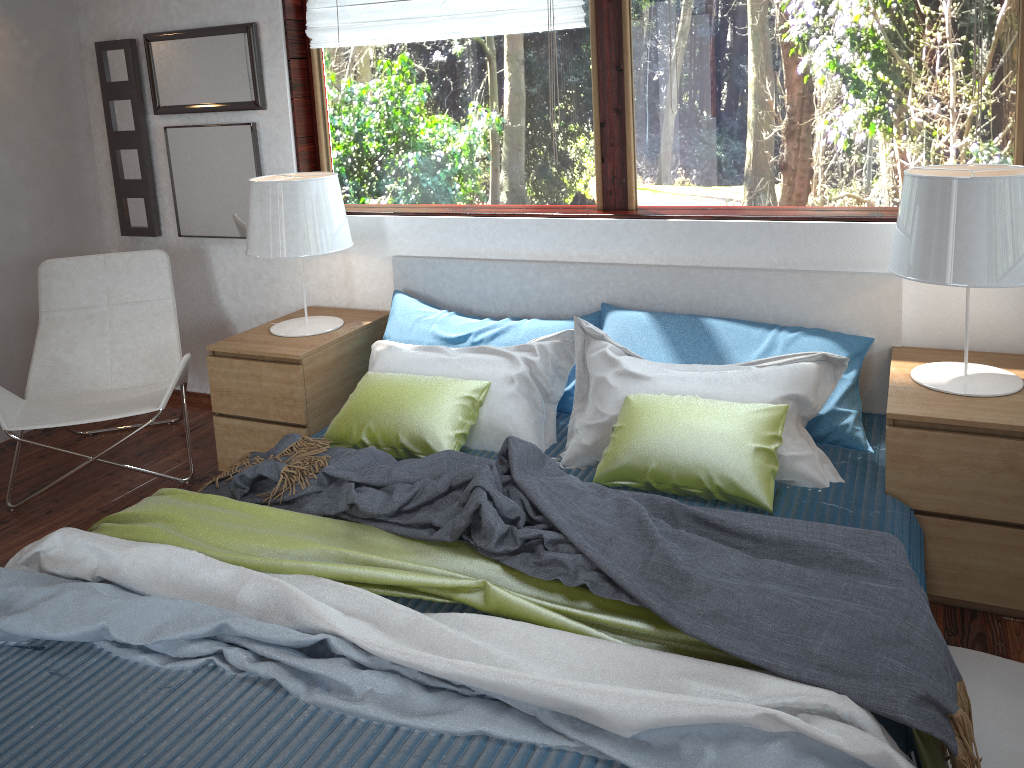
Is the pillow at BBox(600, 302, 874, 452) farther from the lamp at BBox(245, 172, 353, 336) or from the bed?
the lamp at BBox(245, 172, 353, 336)

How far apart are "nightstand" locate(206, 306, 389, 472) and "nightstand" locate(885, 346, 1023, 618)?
1.89m

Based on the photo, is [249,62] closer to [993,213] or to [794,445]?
[794,445]

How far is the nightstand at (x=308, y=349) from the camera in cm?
311

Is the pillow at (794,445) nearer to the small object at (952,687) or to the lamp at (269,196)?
the small object at (952,687)

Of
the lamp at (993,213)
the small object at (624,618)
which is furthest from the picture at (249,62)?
the lamp at (993,213)

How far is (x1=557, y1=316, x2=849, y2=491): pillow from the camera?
2.4 meters

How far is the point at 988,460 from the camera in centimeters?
220cm

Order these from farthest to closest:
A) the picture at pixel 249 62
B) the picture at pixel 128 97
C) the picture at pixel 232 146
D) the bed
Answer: the picture at pixel 128 97 → the picture at pixel 232 146 → the picture at pixel 249 62 → the bed

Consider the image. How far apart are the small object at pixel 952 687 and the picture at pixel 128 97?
1.89m
